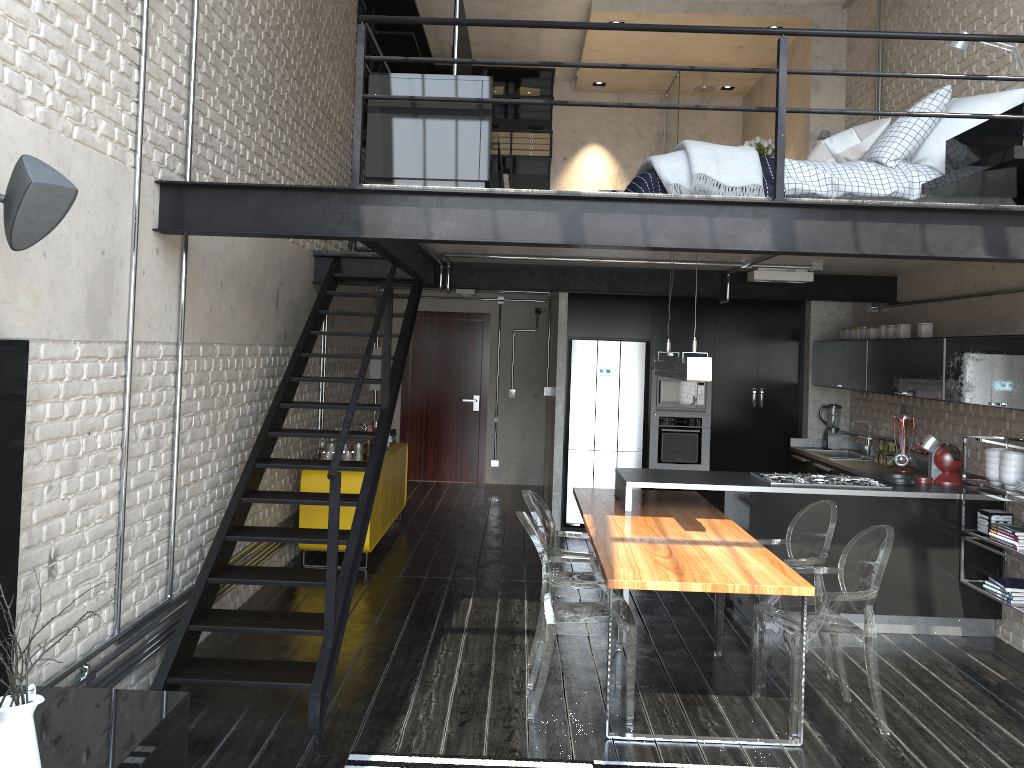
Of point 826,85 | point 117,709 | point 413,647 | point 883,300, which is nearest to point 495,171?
point 413,647

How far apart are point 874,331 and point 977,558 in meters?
2.1

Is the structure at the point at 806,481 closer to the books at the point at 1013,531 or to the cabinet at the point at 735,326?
the books at the point at 1013,531

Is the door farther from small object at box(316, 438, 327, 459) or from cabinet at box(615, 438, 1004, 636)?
small object at box(316, 438, 327, 459)

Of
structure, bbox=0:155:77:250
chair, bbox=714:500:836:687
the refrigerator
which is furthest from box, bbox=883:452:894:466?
structure, bbox=0:155:77:250

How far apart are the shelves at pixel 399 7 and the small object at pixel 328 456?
2.7 meters

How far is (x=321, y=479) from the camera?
6.9m

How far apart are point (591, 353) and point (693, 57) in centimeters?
386cm

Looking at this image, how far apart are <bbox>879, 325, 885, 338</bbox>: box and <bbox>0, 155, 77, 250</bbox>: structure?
6.0m

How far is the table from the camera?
4.0 meters
